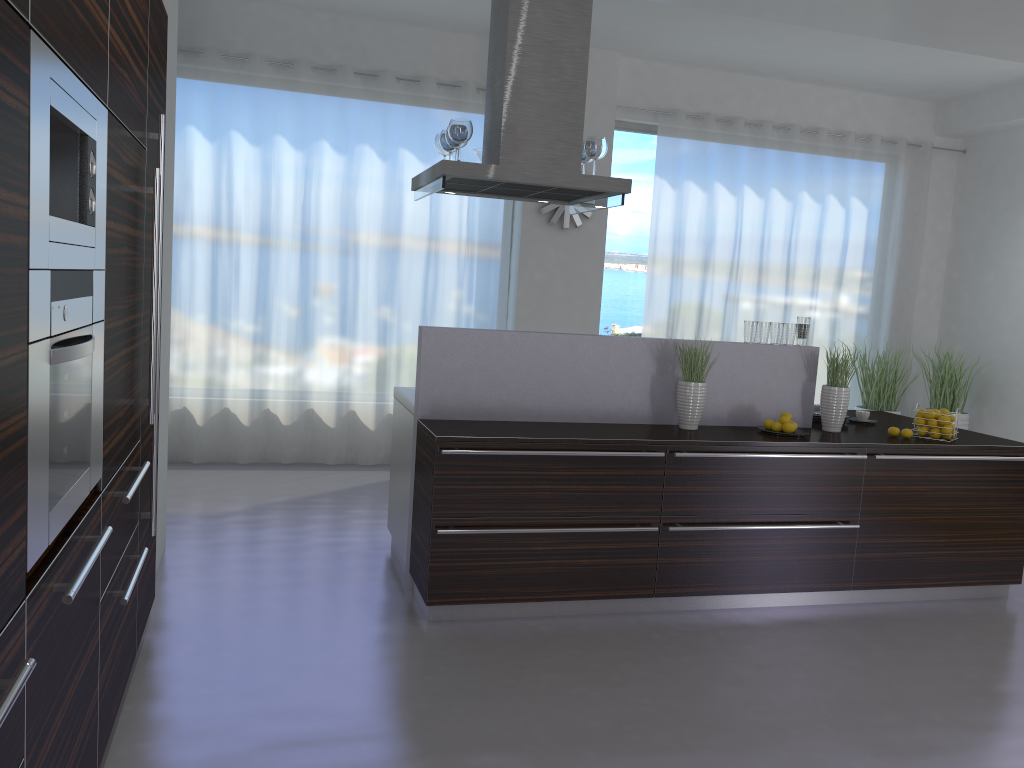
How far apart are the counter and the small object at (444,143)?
1.1m

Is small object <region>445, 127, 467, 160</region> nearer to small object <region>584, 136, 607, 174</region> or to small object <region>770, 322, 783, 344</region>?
small object <region>584, 136, 607, 174</region>

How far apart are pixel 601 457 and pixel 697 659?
1.0 meters

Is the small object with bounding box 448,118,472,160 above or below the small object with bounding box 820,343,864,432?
above

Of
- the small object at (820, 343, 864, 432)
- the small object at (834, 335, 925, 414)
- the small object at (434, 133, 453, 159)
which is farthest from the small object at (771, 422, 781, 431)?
the small object at (834, 335, 925, 414)

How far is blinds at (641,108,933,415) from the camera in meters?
7.7

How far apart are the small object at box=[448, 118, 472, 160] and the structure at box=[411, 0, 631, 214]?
0.1 meters

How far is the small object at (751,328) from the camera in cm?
474

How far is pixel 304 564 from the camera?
4.7m

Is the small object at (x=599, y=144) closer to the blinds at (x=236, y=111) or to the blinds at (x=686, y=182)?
the blinds at (x=236, y=111)
